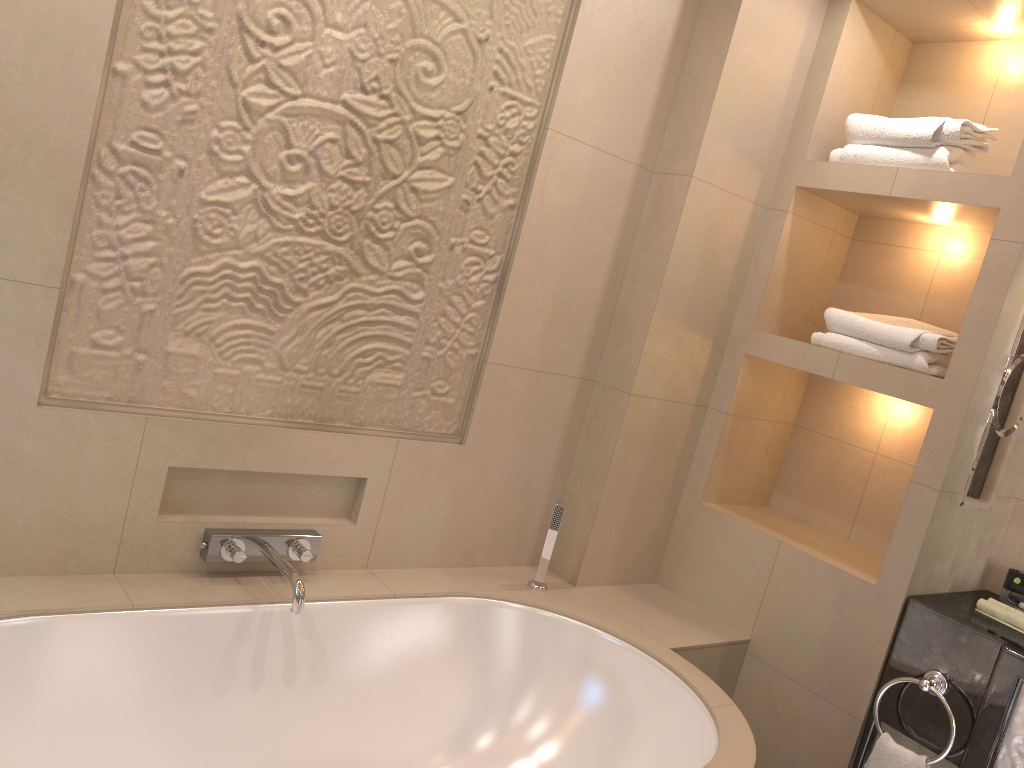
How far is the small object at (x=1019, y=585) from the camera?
2.4 meters

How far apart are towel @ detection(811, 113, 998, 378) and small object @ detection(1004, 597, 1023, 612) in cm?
63

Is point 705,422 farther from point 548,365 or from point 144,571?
point 144,571

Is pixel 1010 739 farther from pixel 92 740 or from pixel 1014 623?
pixel 92 740

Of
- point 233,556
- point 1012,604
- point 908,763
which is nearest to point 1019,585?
point 1012,604

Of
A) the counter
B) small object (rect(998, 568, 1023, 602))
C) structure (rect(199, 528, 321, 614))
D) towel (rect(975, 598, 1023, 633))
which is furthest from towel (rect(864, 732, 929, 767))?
structure (rect(199, 528, 321, 614))

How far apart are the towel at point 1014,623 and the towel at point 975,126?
0.6 meters

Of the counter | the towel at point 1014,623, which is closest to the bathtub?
the counter

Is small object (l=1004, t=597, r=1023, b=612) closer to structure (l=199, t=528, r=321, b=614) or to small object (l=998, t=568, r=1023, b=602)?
small object (l=998, t=568, r=1023, b=602)

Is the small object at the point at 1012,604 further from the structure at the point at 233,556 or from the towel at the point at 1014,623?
the structure at the point at 233,556
